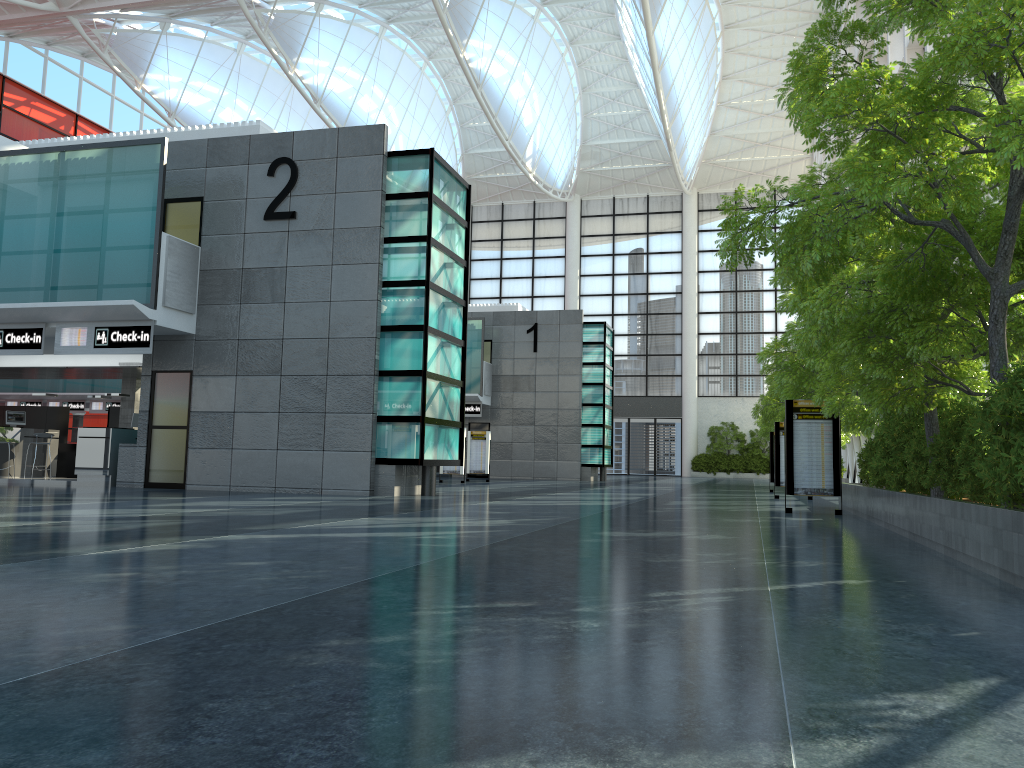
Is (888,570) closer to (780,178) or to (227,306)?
(780,178)
